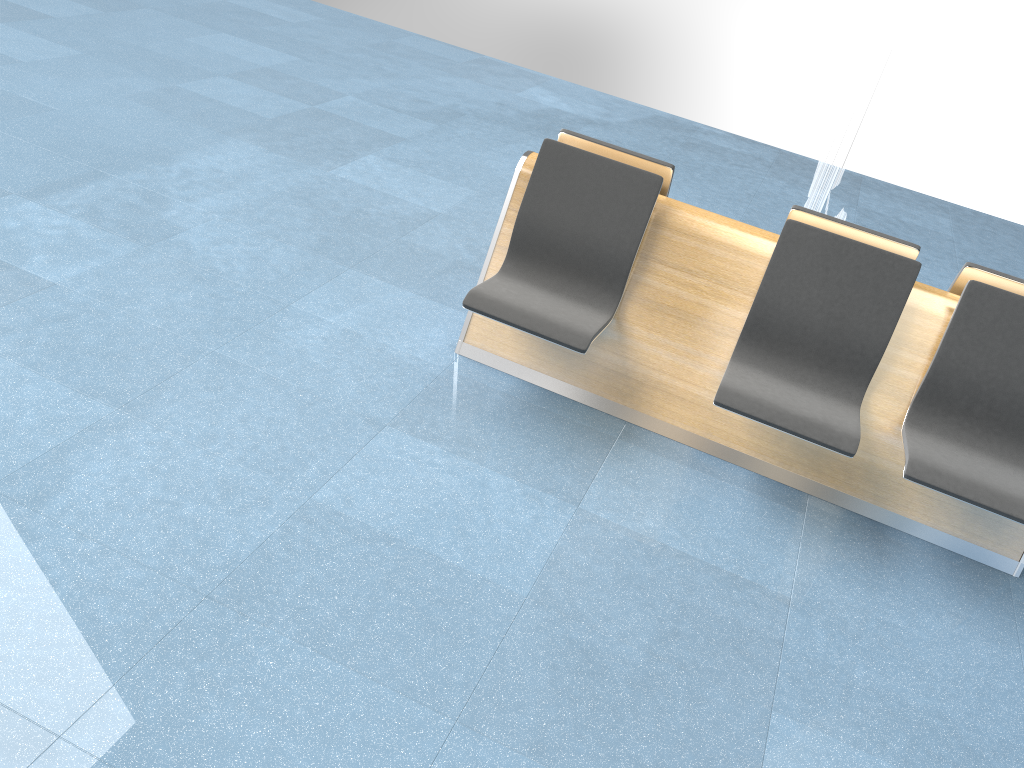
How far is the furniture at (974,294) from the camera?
3.1 meters

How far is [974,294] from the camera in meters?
3.1

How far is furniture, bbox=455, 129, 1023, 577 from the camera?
3.1m

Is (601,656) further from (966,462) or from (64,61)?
(64,61)
